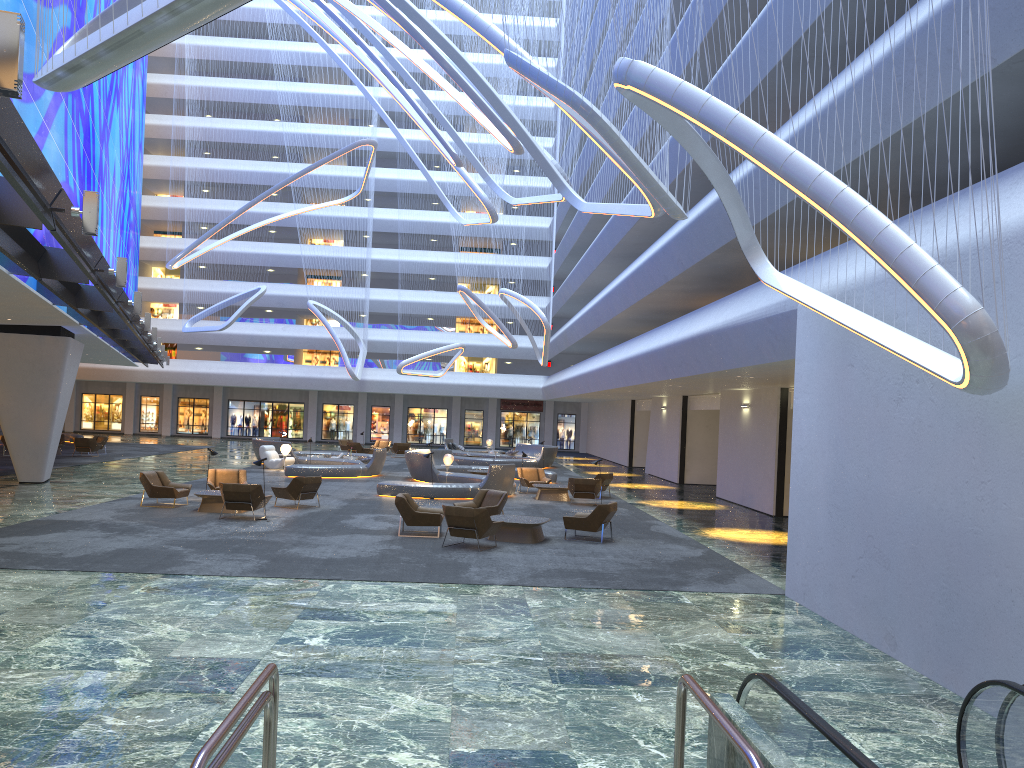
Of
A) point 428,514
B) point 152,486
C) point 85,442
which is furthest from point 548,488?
point 85,442

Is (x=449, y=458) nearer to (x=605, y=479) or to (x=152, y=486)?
(x=605, y=479)

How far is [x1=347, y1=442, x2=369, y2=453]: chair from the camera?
42.3 meters

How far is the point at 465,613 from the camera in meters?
10.6 m

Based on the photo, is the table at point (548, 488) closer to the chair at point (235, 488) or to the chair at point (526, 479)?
the chair at point (526, 479)

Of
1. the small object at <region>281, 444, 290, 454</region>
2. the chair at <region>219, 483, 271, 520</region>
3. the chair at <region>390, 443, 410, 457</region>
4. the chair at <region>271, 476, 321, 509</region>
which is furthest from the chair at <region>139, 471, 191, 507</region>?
the chair at <region>390, 443, 410, 457</region>

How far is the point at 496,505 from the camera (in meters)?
18.42

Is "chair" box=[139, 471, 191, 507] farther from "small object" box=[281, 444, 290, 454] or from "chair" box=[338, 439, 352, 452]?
"chair" box=[338, 439, 352, 452]

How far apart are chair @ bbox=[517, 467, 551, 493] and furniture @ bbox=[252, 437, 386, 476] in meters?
6.0

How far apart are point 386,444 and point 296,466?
17.0 meters
